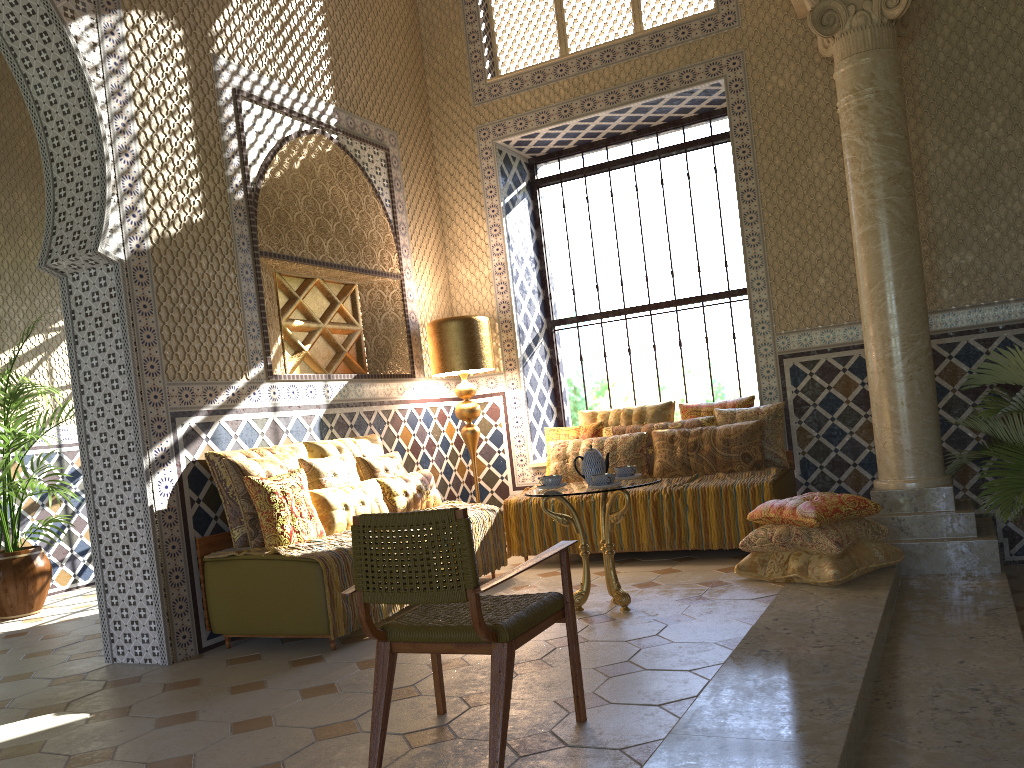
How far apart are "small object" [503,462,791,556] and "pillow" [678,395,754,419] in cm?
88

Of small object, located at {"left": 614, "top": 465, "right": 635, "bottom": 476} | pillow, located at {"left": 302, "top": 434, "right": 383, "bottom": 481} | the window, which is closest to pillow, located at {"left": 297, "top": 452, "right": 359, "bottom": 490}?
pillow, located at {"left": 302, "top": 434, "right": 383, "bottom": 481}

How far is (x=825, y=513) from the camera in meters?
7.0

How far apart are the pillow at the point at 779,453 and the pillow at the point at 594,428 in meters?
1.4

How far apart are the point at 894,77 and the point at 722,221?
2.88m

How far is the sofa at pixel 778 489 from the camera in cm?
844

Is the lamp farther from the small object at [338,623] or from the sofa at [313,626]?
the sofa at [313,626]

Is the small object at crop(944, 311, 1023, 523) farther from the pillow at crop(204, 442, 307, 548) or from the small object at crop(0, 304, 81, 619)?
the small object at crop(0, 304, 81, 619)

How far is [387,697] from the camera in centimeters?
417cm

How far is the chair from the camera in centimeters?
385cm
